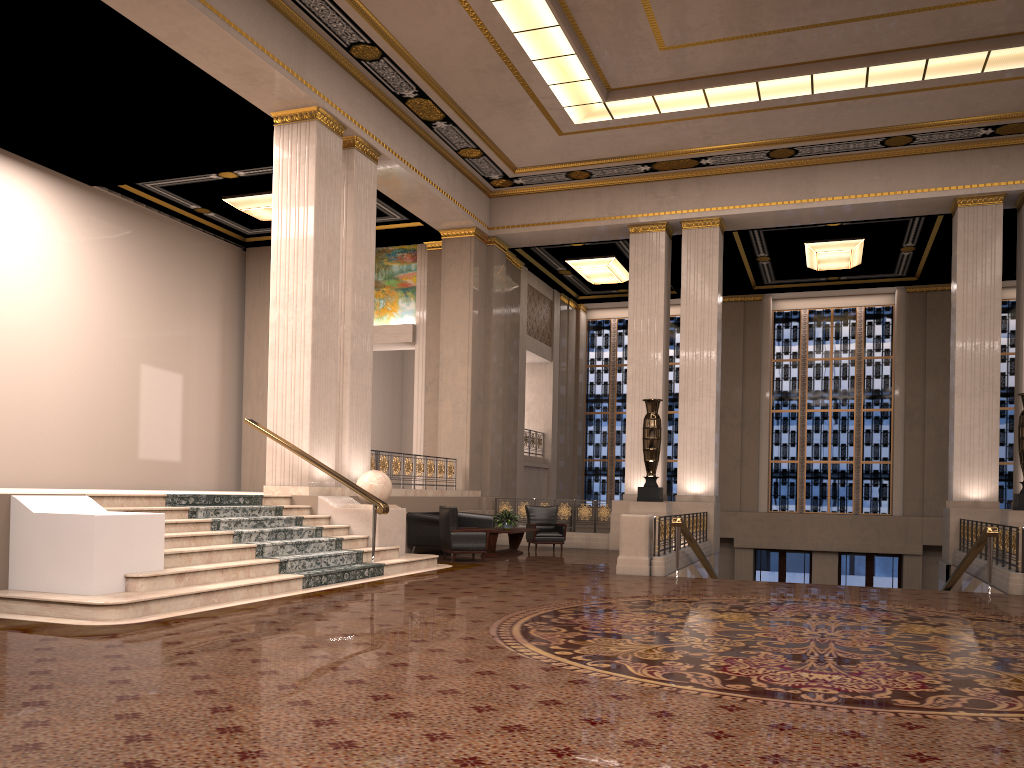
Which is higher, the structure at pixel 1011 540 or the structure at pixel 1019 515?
the structure at pixel 1019 515

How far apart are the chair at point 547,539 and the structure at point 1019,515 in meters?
7.2 m

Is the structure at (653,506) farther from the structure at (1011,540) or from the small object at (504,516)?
the structure at (1011,540)

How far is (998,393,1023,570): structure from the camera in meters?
13.4

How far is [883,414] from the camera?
22.50m

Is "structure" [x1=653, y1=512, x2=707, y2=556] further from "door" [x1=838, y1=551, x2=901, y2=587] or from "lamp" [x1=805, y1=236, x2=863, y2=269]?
"door" [x1=838, y1=551, x2=901, y2=587]

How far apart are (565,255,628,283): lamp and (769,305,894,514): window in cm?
468

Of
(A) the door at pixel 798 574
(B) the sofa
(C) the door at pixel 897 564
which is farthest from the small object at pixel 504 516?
(C) the door at pixel 897 564

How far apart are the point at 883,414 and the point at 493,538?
12.95m

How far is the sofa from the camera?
14.31m
